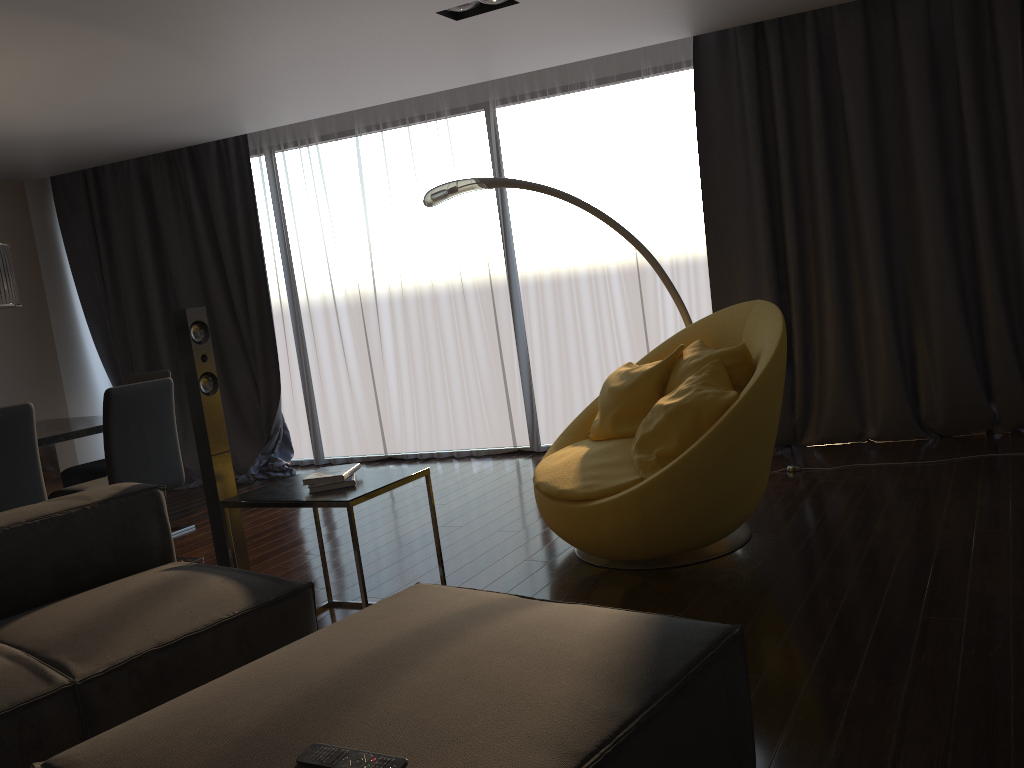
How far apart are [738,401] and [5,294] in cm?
369

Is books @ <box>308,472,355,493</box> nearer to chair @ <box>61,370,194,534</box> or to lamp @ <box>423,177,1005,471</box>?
lamp @ <box>423,177,1005,471</box>

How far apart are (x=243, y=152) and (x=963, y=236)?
5.04m

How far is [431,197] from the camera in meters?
4.5

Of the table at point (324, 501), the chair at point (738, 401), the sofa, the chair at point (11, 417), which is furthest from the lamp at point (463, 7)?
the chair at point (11, 417)

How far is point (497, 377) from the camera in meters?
6.4 m

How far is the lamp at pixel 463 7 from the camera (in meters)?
4.12

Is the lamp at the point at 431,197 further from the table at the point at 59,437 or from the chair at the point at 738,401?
the table at the point at 59,437

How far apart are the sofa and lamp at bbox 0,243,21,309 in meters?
1.7 m

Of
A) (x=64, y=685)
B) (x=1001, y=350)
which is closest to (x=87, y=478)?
(x=64, y=685)
